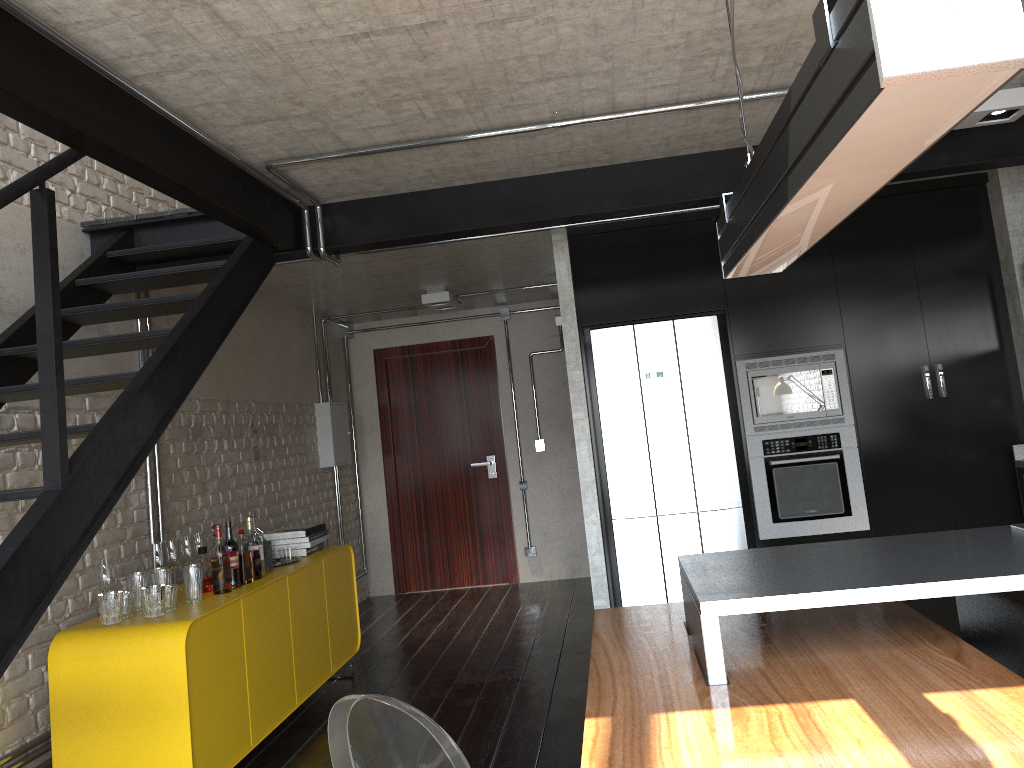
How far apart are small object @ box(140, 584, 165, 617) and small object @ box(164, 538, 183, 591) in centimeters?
63cm

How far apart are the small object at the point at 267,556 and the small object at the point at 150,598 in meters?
1.0

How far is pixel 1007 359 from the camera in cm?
476

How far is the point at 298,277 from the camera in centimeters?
571cm

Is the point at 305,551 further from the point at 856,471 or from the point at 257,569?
the point at 856,471

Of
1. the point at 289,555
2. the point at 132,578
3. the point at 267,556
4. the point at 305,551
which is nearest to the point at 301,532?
the point at 305,551

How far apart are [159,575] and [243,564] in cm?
49

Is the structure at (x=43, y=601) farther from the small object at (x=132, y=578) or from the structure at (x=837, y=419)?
the structure at (x=837, y=419)

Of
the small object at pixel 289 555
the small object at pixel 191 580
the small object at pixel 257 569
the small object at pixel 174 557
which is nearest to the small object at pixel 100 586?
the small object at pixel 191 580

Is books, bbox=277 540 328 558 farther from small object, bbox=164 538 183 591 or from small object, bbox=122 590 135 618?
small object, bbox=122 590 135 618
